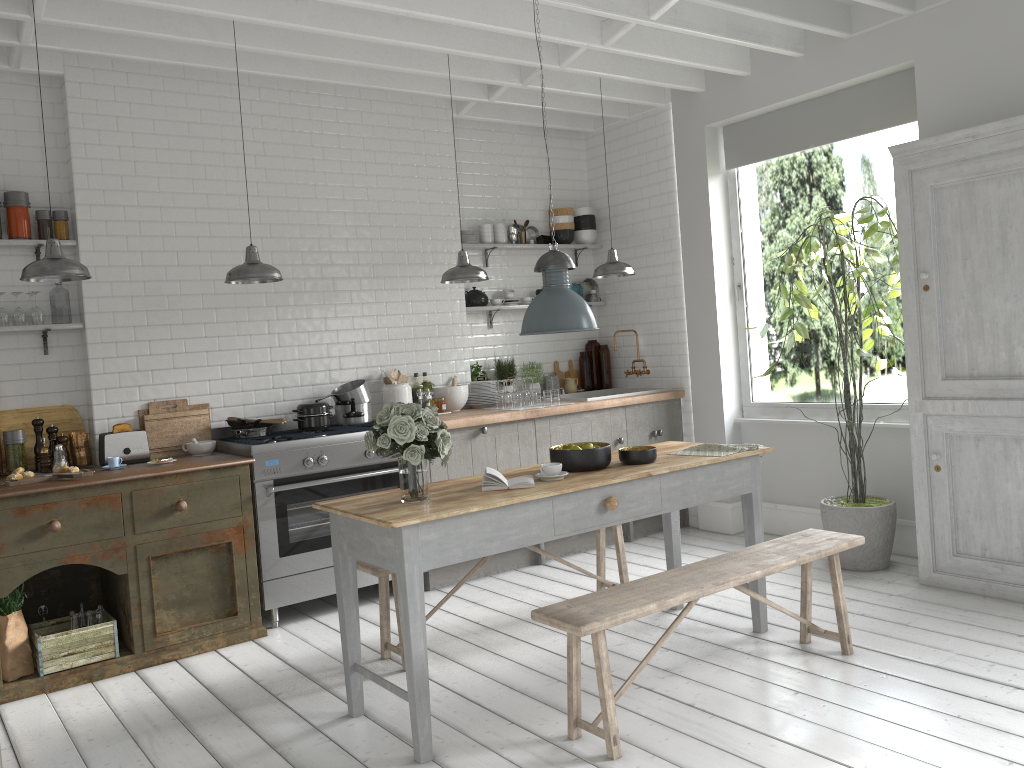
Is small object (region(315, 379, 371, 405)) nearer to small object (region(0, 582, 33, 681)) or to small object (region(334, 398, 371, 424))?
small object (region(334, 398, 371, 424))

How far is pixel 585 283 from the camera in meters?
9.3

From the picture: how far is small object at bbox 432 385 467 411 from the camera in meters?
7.8 m

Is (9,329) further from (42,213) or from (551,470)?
(551,470)

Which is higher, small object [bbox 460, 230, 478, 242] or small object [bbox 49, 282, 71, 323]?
small object [bbox 460, 230, 478, 242]

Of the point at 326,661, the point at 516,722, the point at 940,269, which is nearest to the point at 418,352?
the point at 326,661

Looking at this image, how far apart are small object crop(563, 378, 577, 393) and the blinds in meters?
2.6 m

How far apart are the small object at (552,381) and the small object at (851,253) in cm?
243

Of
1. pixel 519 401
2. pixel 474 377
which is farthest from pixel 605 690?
pixel 474 377

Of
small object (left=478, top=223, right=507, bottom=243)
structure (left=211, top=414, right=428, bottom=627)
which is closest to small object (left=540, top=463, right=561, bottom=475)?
structure (left=211, top=414, right=428, bottom=627)
